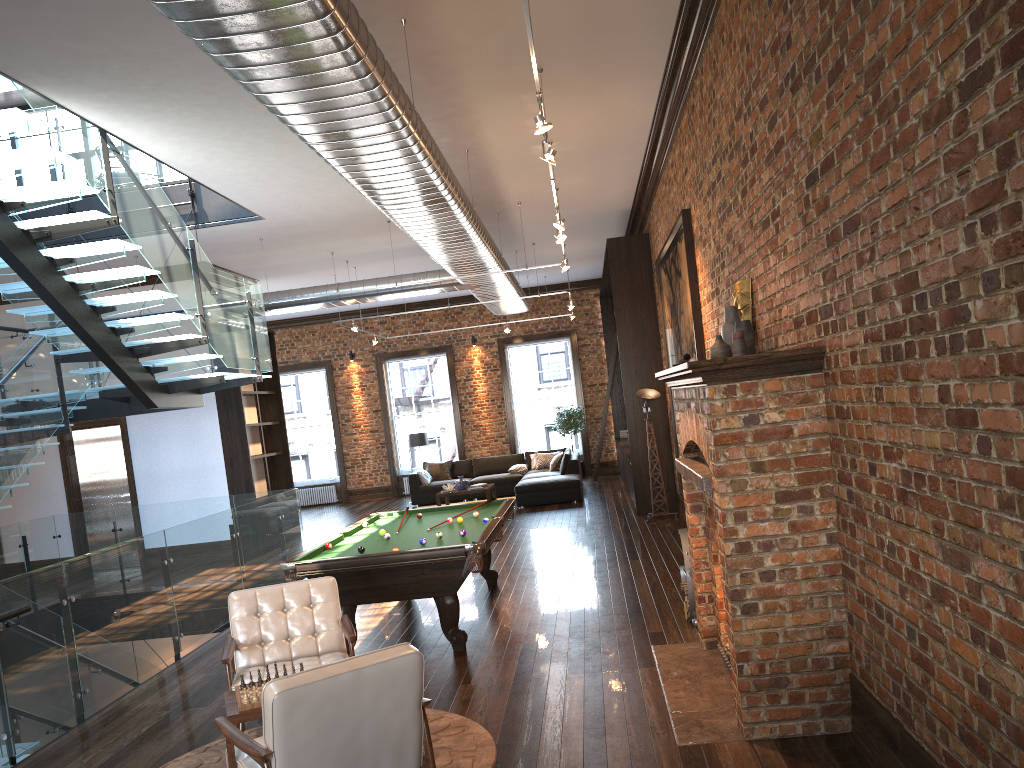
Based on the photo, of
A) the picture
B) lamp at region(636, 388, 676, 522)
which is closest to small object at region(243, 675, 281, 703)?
the picture

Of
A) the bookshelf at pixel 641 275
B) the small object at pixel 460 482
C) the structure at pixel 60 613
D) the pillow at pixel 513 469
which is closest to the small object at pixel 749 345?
the structure at pixel 60 613

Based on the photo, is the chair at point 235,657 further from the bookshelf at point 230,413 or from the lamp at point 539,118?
the bookshelf at point 230,413

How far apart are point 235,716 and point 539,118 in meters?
3.7

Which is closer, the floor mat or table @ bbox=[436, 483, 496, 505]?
the floor mat

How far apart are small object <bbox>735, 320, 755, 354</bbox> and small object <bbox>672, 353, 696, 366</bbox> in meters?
0.6 m

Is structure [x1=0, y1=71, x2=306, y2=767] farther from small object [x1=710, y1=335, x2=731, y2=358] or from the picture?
the picture

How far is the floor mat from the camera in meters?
4.6 m

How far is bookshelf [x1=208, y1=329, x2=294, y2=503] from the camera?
13.2m

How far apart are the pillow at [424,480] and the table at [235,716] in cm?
1345
